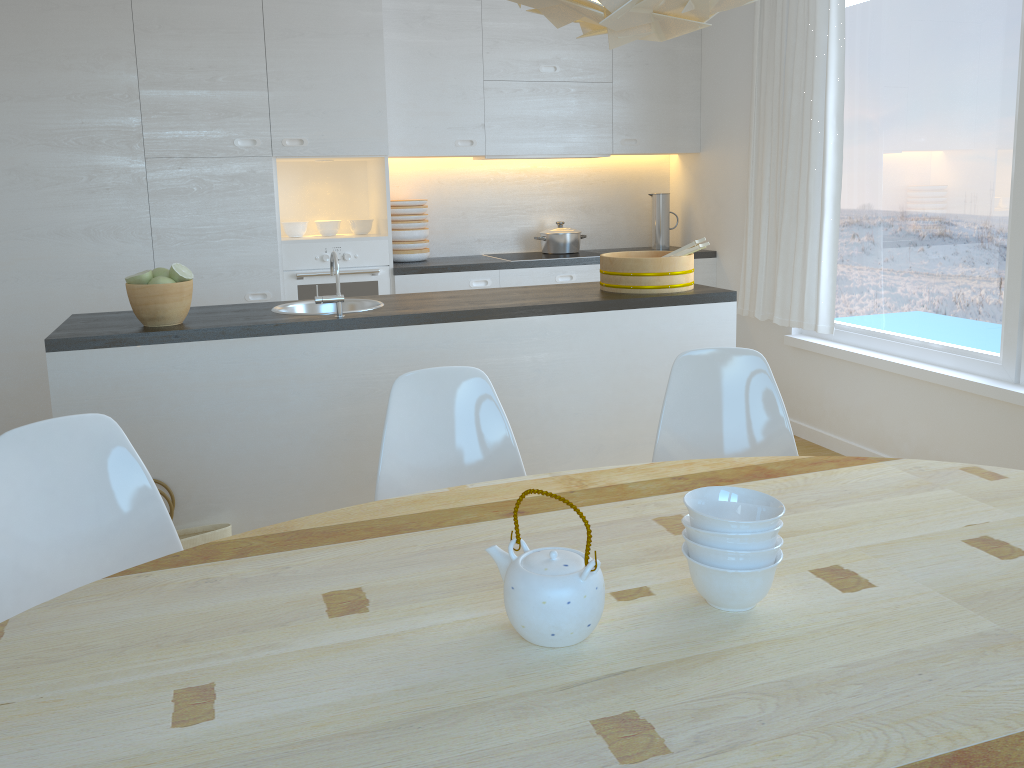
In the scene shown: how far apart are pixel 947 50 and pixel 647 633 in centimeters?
339cm

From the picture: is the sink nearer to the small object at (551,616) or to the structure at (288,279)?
the structure at (288,279)

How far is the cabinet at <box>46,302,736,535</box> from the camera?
2.8m

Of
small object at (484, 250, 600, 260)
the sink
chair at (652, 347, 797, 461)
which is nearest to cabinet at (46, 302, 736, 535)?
the sink

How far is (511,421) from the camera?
3.2 meters

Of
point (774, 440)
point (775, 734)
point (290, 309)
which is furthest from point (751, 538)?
point (290, 309)

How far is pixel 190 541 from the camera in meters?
2.8 m

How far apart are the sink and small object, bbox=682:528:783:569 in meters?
2.2

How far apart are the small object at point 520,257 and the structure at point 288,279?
0.80m

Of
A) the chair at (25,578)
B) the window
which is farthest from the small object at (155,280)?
the window
